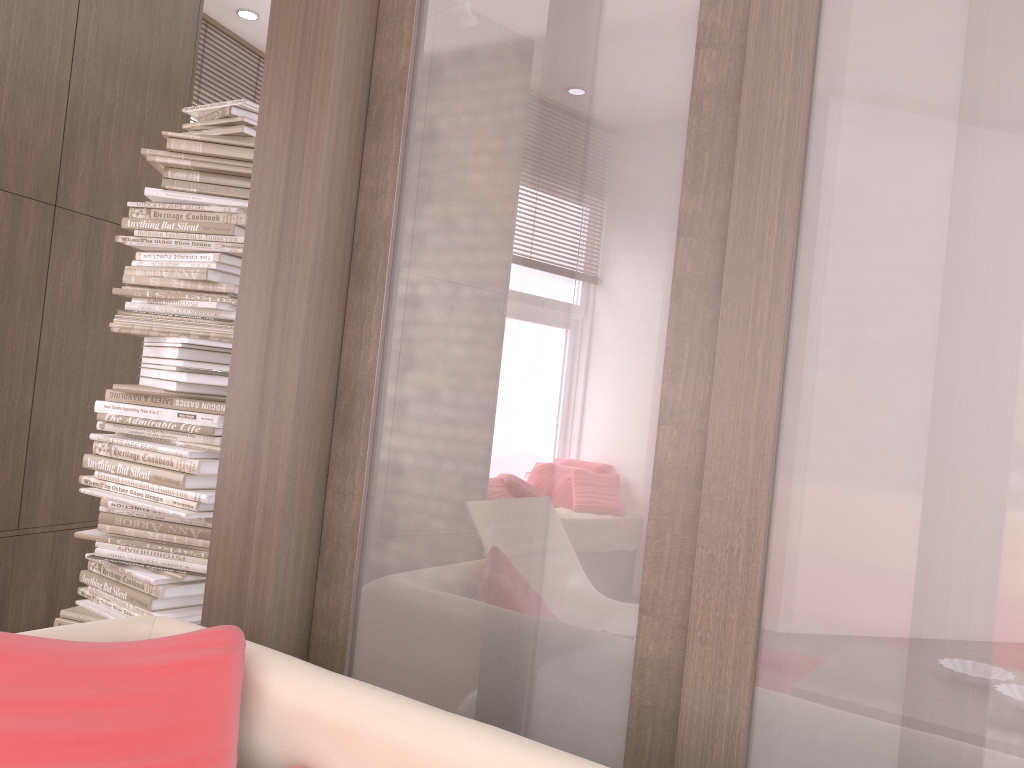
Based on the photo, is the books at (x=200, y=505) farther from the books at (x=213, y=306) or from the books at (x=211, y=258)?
the books at (x=211, y=258)

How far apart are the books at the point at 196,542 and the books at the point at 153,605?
0.2m

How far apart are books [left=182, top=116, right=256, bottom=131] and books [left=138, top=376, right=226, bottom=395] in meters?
0.9 m

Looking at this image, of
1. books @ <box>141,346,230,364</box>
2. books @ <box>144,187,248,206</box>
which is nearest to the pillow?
books @ <box>141,346,230,364</box>

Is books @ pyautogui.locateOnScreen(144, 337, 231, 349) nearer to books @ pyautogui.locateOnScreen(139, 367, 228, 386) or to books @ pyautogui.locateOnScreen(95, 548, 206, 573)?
books @ pyautogui.locateOnScreen(139, 367, 228, 386)

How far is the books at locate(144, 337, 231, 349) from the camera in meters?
2.6 m

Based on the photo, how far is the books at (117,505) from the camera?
2.77m

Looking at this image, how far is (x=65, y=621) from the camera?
2.7m

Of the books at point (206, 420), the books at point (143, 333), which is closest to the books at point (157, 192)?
the books at point (143, 333)

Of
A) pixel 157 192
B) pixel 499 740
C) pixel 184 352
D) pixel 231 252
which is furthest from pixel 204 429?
pixel 499 740
